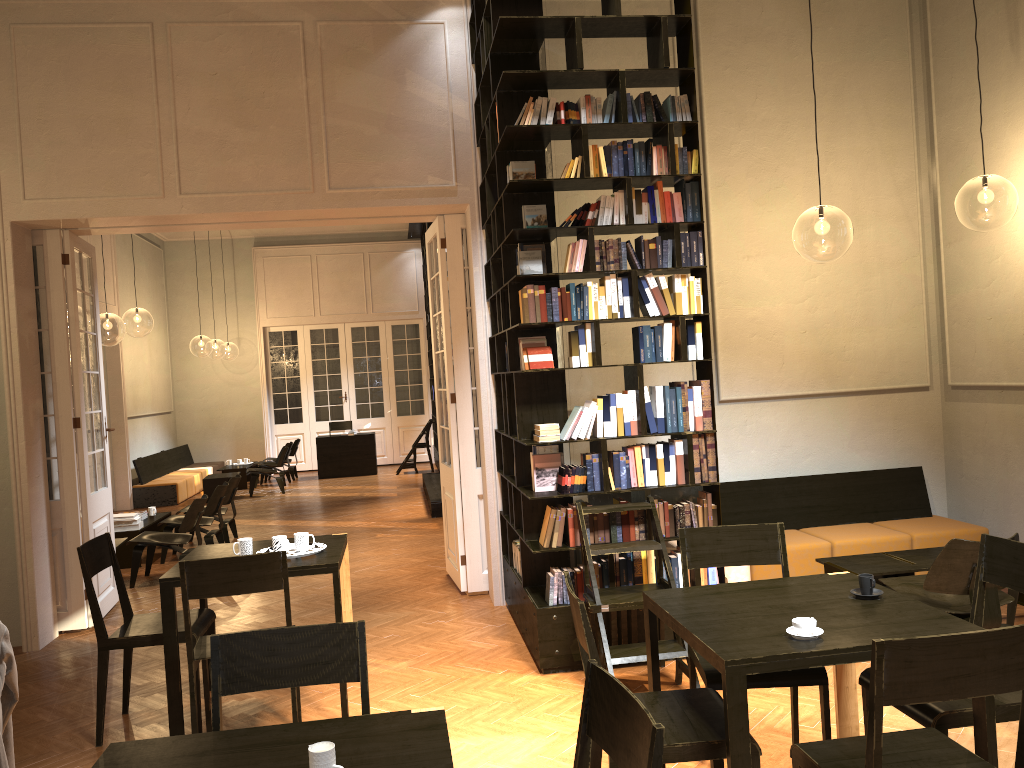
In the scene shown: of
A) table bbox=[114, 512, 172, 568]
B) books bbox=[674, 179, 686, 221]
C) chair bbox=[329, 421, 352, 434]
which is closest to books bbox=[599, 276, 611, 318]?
books bbox=[674, 179, 686, 221]

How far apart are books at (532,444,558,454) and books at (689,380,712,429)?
0.98m

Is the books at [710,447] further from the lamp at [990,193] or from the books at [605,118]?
the lamp at [990,193]

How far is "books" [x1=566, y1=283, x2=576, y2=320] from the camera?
5.47m

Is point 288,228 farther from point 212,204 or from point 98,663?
point 98,663

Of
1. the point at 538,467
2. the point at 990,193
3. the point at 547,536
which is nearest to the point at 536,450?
the point at 538,467

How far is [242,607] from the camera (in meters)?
7.59

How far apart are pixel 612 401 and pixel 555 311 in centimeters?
67cm

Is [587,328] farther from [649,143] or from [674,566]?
[674,566]

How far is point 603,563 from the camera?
5.48m
